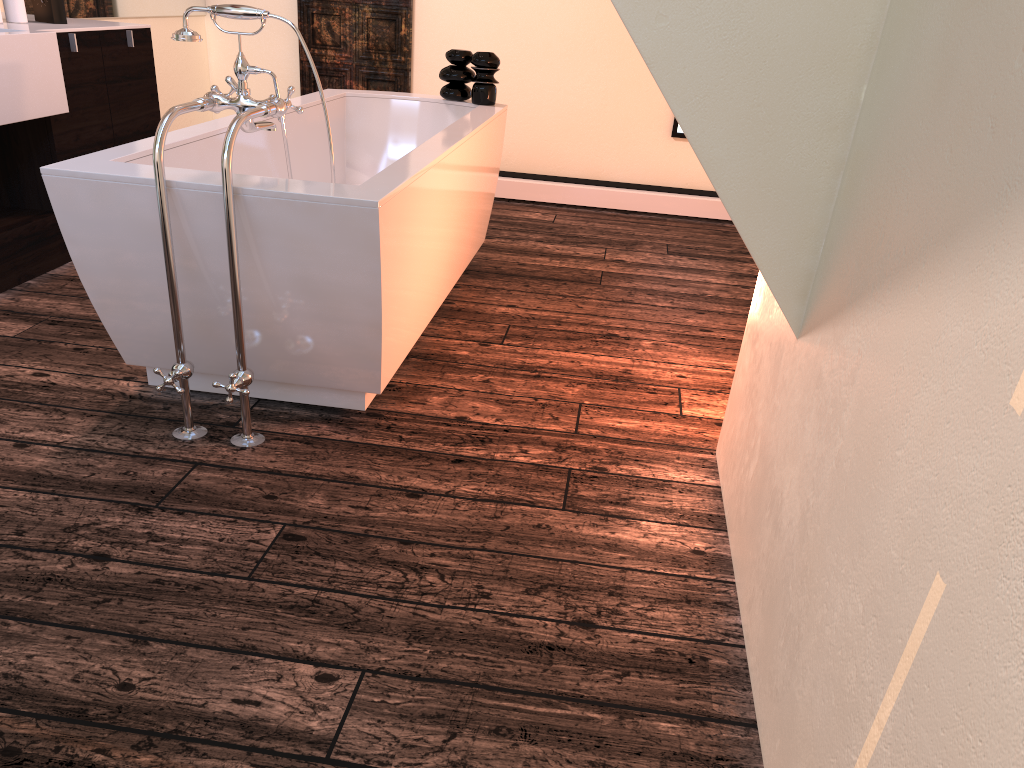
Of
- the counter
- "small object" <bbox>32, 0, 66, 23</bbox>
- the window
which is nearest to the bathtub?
the counter

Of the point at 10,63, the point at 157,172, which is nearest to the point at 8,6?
the point at 10,63

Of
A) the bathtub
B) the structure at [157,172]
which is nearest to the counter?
the bathtub

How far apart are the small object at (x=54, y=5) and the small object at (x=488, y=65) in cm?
153

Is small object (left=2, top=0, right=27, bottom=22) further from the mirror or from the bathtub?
the bathtub

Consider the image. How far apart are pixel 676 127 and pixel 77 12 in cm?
313

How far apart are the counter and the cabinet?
0.02m

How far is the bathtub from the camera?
2.1 meters

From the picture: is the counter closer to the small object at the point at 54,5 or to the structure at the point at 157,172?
the small object at the point at 54,5

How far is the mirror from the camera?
4.0 meters
